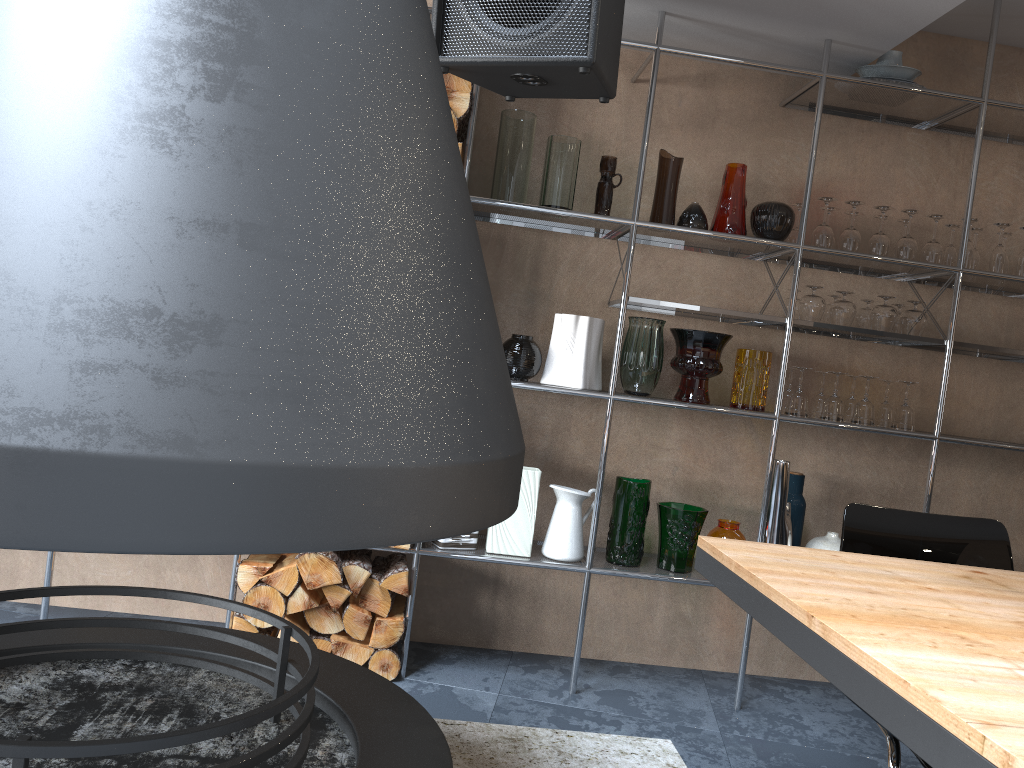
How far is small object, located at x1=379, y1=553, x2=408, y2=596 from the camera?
2.82m

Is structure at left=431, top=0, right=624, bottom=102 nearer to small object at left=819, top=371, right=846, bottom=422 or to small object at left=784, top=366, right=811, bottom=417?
small object at left=784, top=366, right=811, bottom=417

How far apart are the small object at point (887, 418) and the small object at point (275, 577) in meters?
2.1

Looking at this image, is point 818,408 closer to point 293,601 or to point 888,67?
point 888,67

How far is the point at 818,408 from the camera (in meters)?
3.20

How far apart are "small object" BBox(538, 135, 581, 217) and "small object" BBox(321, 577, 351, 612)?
1.4 meters

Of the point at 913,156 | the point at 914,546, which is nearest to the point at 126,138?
the point at 914,546

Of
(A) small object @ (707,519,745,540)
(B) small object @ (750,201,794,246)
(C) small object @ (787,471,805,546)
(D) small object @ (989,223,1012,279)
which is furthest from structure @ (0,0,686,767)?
(D) small object @ (989,223,1012,279)

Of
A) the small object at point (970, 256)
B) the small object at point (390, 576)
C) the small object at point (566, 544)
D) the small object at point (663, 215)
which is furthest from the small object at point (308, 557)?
the small object at point (970, 256)

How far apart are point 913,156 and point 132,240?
3.21m
